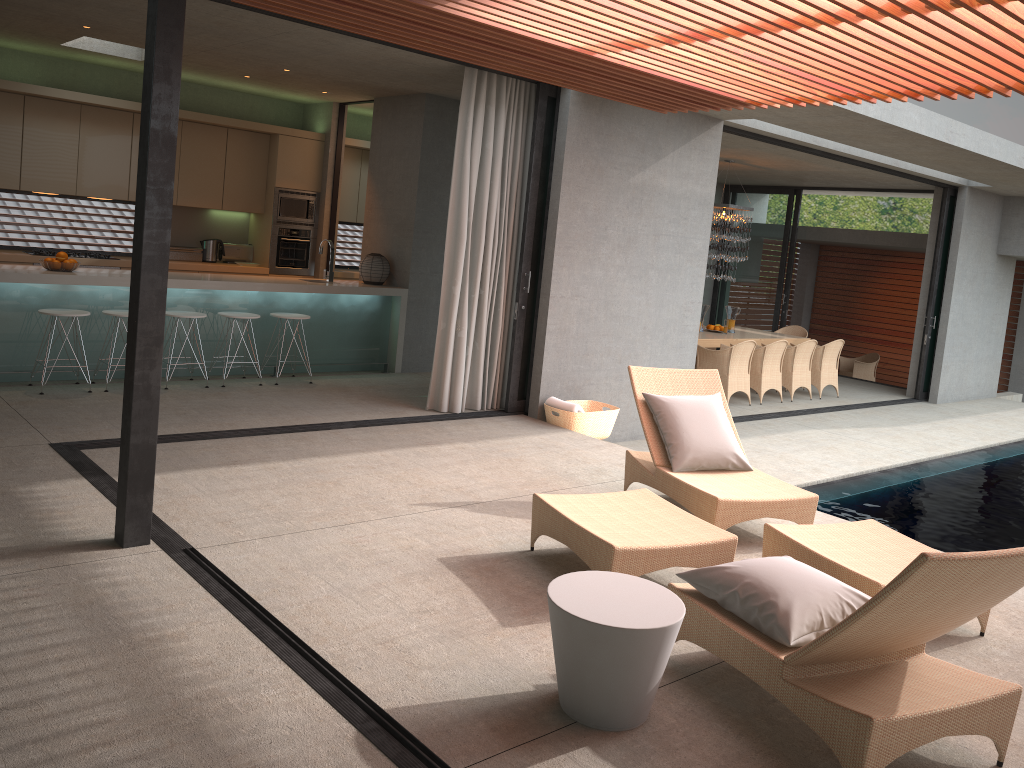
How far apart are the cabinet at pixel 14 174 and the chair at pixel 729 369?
4.5m

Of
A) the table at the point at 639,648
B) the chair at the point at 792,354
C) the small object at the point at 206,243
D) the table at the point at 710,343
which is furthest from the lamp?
the table at the point at 639,648

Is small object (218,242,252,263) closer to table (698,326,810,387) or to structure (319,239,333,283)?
structure (319,239,333,283)

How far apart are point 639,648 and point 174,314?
5.9m

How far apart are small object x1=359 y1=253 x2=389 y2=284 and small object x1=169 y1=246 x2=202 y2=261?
2.2m

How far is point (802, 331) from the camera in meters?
14.2 m

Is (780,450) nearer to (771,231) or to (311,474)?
(311,474)

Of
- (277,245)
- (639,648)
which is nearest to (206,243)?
(277,245)

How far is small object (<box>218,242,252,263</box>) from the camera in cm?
1051

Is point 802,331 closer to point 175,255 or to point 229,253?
point 229,253
